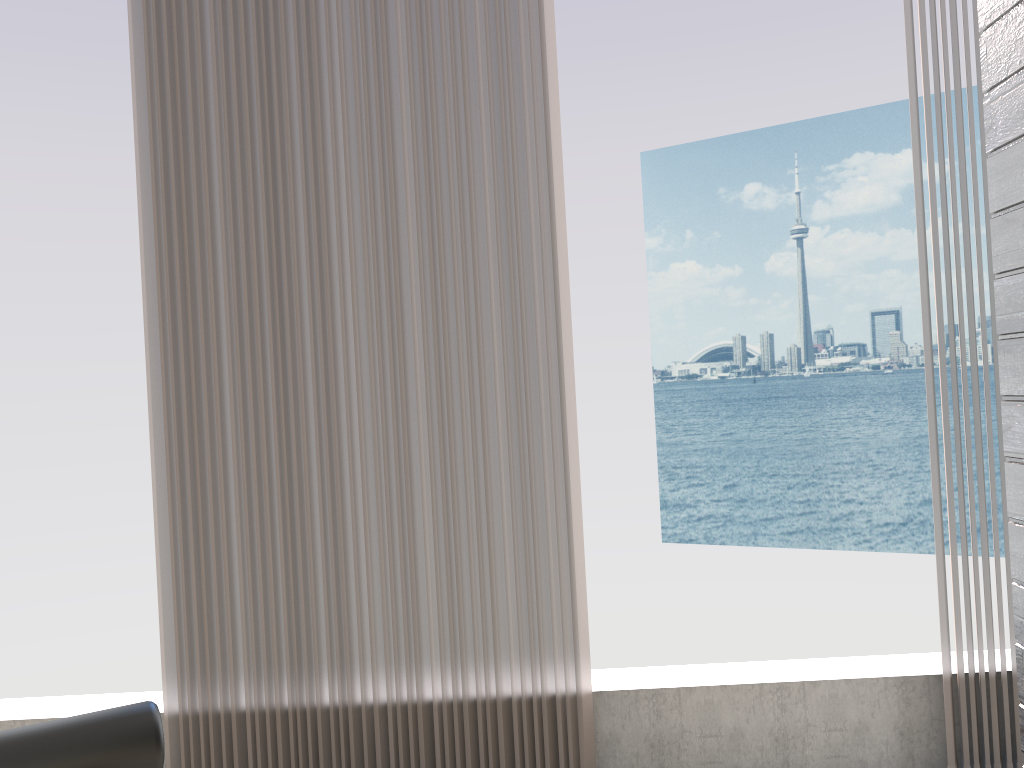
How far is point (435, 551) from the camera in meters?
2.3

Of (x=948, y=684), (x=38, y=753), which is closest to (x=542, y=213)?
(x=948, y=684)

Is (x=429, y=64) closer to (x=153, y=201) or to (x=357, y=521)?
(x=153, y=201)

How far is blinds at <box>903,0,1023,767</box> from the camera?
2.3m

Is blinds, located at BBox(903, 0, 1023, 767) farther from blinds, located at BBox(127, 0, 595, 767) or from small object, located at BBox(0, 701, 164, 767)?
small object, located at BBox(0, 701, 164, 767)

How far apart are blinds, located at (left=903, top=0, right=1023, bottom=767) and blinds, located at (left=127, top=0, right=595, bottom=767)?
0.9m

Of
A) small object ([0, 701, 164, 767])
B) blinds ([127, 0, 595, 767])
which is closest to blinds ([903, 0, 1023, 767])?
blinds ([127, 0, 595, 767])

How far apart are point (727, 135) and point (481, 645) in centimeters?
3183cm

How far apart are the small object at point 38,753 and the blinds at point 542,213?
1.31m

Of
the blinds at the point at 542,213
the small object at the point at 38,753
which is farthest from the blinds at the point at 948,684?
the small object at the point at 38,753
